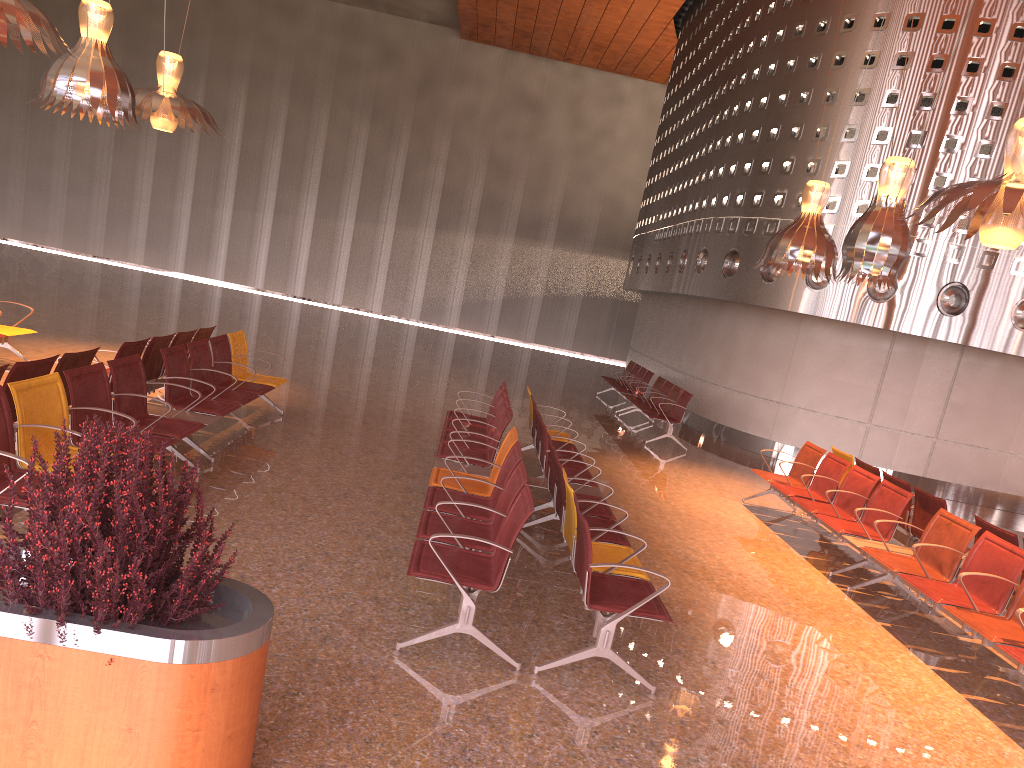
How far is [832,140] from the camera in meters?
13.6 m
